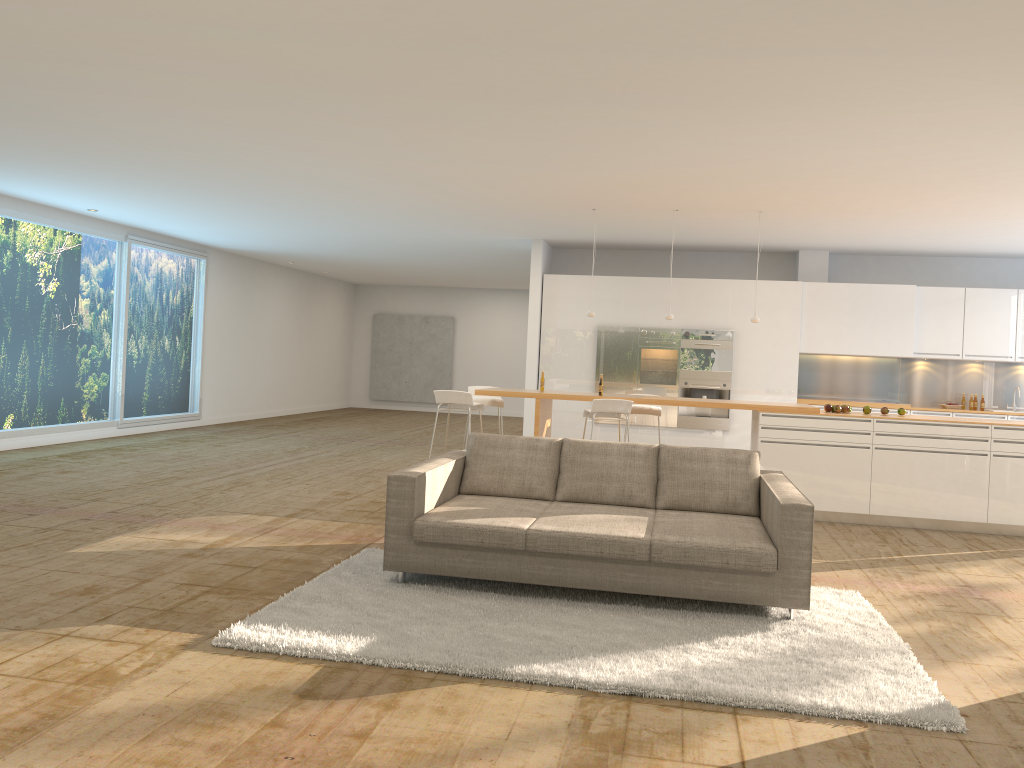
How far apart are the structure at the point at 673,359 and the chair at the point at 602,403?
3.2m

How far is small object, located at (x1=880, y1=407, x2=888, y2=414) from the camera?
8.5m

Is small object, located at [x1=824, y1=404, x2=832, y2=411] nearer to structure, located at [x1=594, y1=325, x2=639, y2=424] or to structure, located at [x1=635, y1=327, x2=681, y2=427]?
structure, located at [x1=635, y1=327, x2=681, y2=427]

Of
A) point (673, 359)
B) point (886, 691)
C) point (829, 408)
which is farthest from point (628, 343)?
point (886, 691)

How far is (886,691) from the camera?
3.7m

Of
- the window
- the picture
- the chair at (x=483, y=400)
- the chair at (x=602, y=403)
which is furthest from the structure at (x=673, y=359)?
the picture

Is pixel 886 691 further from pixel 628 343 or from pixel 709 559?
pixel 628 343

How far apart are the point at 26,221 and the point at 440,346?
11.2m

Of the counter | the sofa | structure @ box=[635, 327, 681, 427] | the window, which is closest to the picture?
the window

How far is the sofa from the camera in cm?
469
